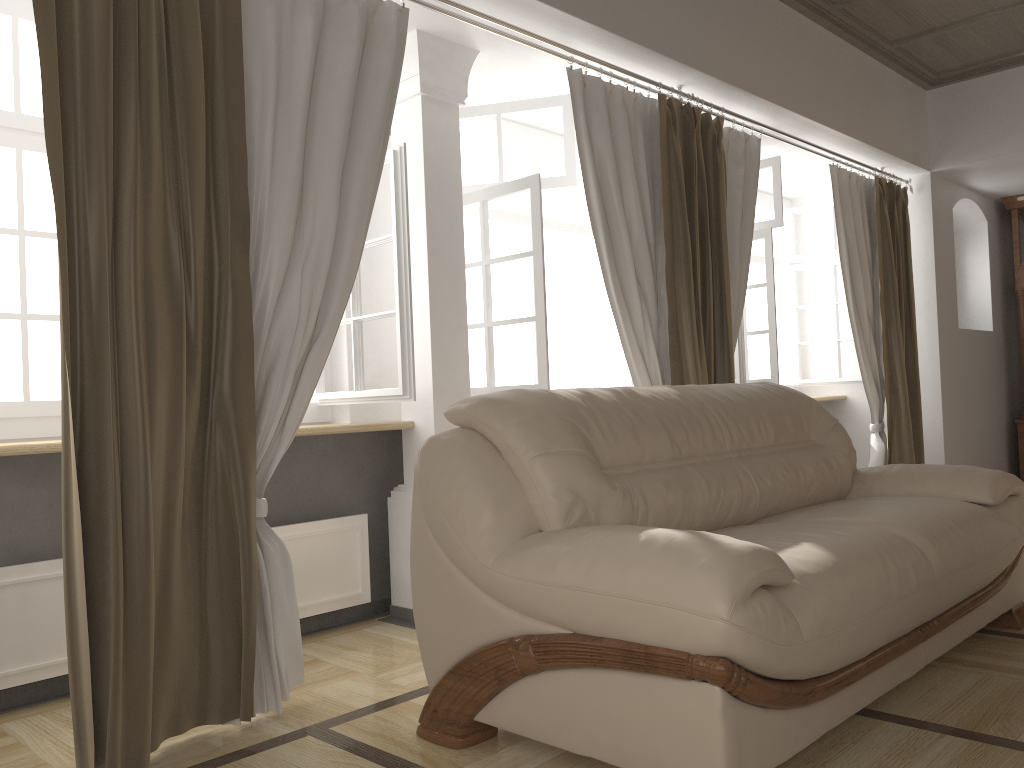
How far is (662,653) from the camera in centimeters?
178cm

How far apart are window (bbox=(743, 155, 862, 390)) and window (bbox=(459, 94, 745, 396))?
0.4m

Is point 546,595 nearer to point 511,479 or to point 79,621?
point 511,479

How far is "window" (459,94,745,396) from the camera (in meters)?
3.65

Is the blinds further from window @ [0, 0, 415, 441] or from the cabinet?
the cabinet

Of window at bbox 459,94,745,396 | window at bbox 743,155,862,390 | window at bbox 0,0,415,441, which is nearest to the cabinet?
window at bbox 743,155,862,390

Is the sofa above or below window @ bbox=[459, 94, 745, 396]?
below

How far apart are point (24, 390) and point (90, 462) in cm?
90

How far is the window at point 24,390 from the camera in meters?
2.8 m

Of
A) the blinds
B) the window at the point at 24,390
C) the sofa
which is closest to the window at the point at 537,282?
the blinds
